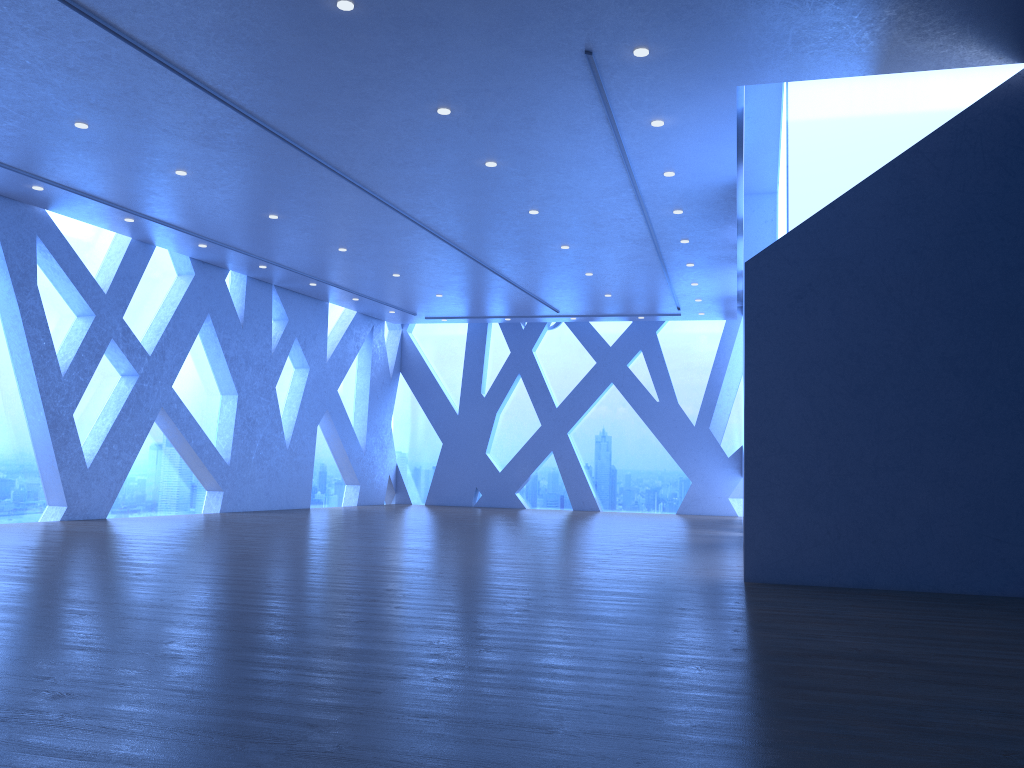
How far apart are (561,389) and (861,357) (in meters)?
12.32
